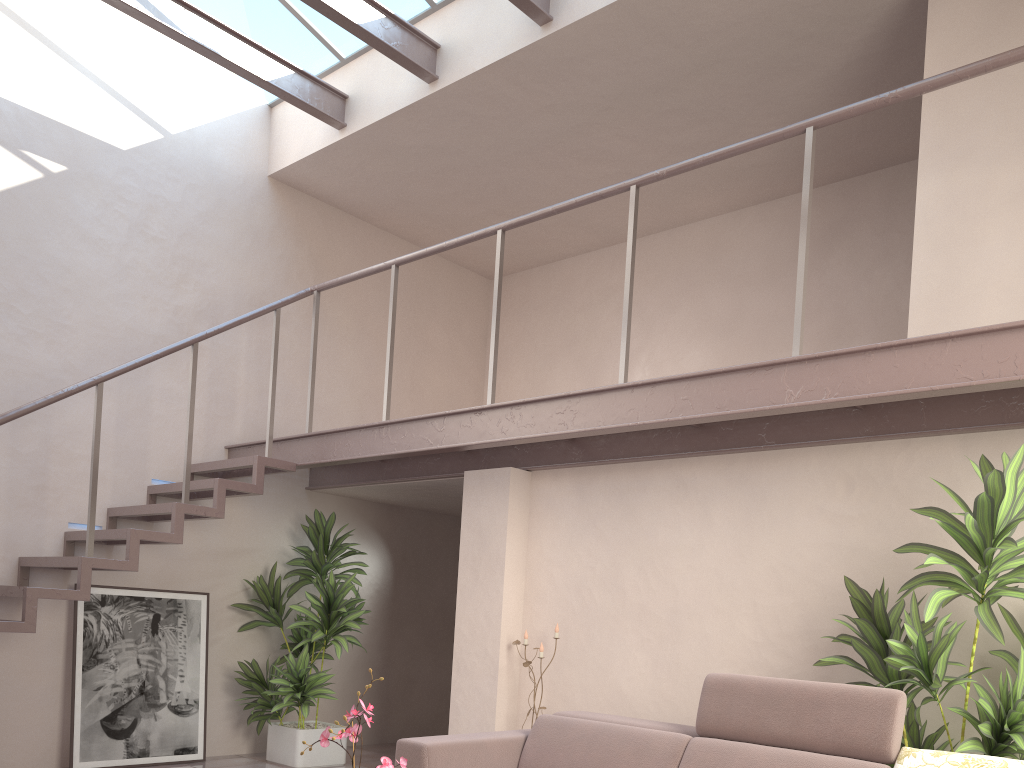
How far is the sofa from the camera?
3.2m

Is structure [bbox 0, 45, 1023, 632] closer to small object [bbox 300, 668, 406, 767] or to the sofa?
the sofa

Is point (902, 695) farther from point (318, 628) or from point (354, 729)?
point (318, 628)

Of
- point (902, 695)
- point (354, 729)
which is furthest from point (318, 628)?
point (902, 695)

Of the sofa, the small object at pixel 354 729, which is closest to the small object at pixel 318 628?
the sofa

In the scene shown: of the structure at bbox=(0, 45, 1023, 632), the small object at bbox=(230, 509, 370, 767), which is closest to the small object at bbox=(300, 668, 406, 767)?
the structure at bbox=(0, 45, 1023, 632)

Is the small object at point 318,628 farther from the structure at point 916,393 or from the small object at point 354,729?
the small object at point 354,729

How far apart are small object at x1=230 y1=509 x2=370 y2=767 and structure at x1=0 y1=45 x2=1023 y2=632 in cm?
27

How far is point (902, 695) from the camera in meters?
3.2

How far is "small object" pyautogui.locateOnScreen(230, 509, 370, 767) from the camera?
6.14m
